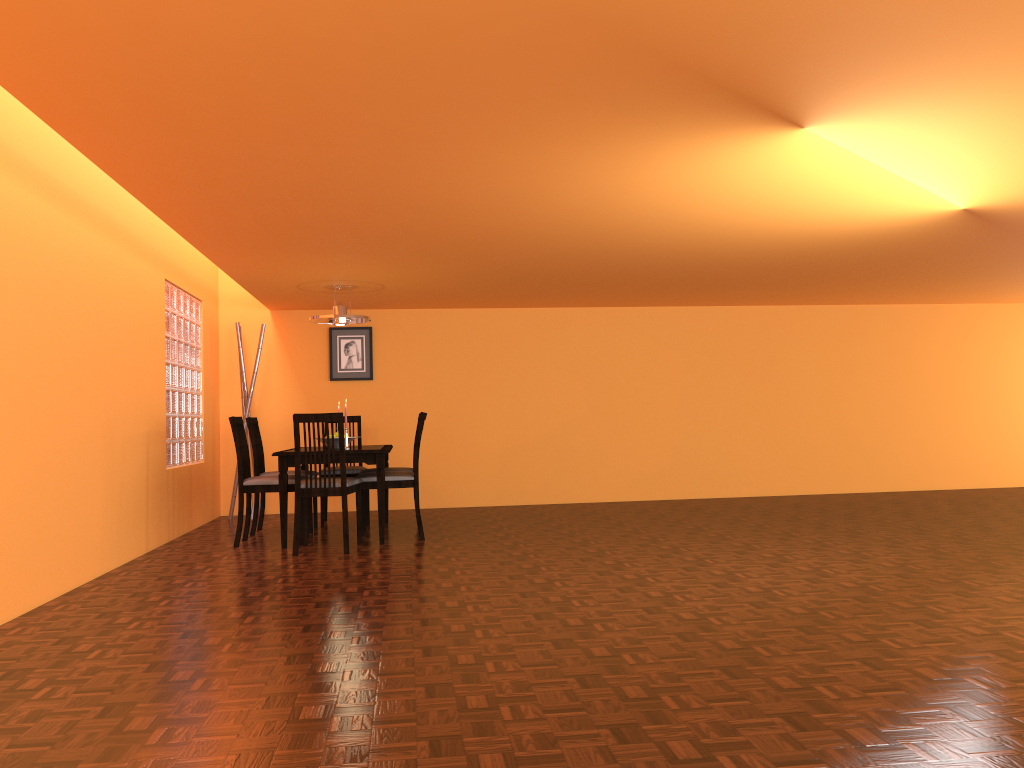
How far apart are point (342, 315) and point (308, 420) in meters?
1.3

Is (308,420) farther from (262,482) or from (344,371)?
(344,371)

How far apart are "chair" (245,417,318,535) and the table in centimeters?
51cm

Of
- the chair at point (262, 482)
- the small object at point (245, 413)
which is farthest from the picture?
the chair at point (262, 482)

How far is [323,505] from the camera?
6.4 meters

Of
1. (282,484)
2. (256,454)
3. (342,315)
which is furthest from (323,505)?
(342,315)

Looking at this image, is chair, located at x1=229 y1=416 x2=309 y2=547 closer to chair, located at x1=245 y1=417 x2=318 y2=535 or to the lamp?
chair, located at x1=245 y1=417 x2=318 y2=535

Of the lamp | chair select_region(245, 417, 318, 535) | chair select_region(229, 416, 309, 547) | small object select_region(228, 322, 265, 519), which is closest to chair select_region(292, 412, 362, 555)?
chair select_region(229, 416, 309, 547)

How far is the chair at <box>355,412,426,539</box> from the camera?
5.5m

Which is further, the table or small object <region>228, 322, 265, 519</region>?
small object <region>228, 322, 265, 519</region>
